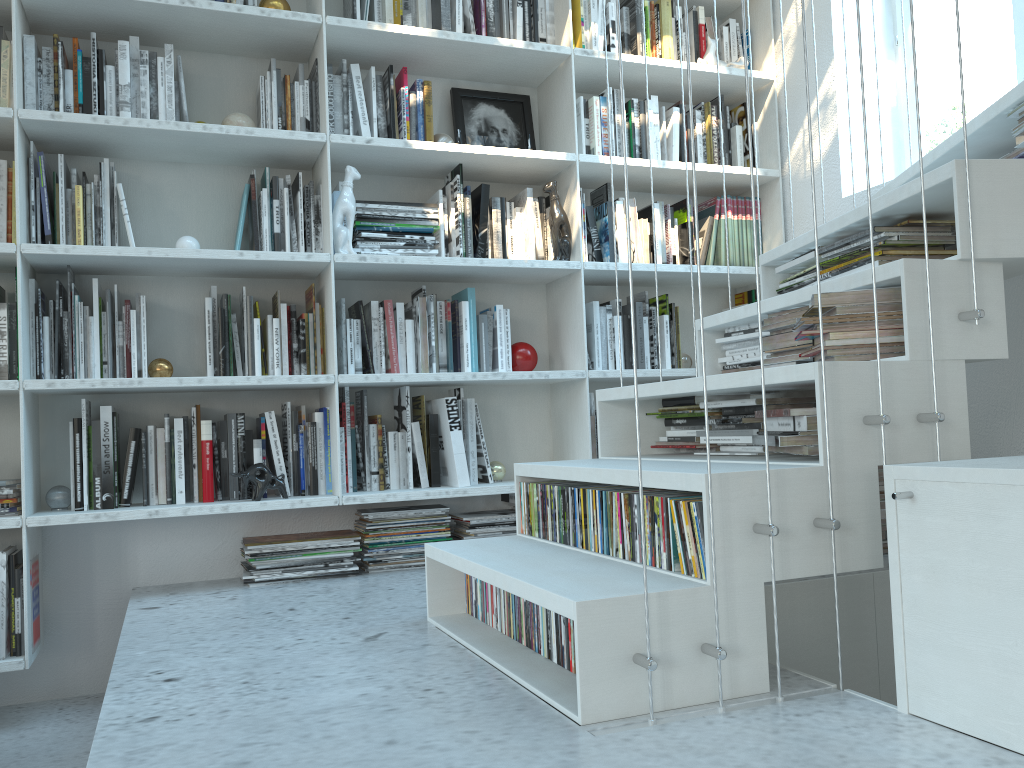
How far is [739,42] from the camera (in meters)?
3.45

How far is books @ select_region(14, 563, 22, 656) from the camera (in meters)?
2.38

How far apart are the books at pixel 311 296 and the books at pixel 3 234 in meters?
0.9 m

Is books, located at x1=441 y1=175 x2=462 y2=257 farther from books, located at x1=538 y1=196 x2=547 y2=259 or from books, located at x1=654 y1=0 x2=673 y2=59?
books, located at x1=654 y1=0 x2=673 y2=59

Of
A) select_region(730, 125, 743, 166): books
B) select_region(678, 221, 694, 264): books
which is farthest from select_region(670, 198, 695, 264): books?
select_region(730, 125, 743, 166): books

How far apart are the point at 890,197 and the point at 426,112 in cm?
164

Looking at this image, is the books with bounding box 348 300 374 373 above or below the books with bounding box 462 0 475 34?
below

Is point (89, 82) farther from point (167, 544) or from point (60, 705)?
point (60, 705)

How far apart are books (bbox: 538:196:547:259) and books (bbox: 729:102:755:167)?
0.92m

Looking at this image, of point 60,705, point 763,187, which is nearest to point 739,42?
point 763,187
